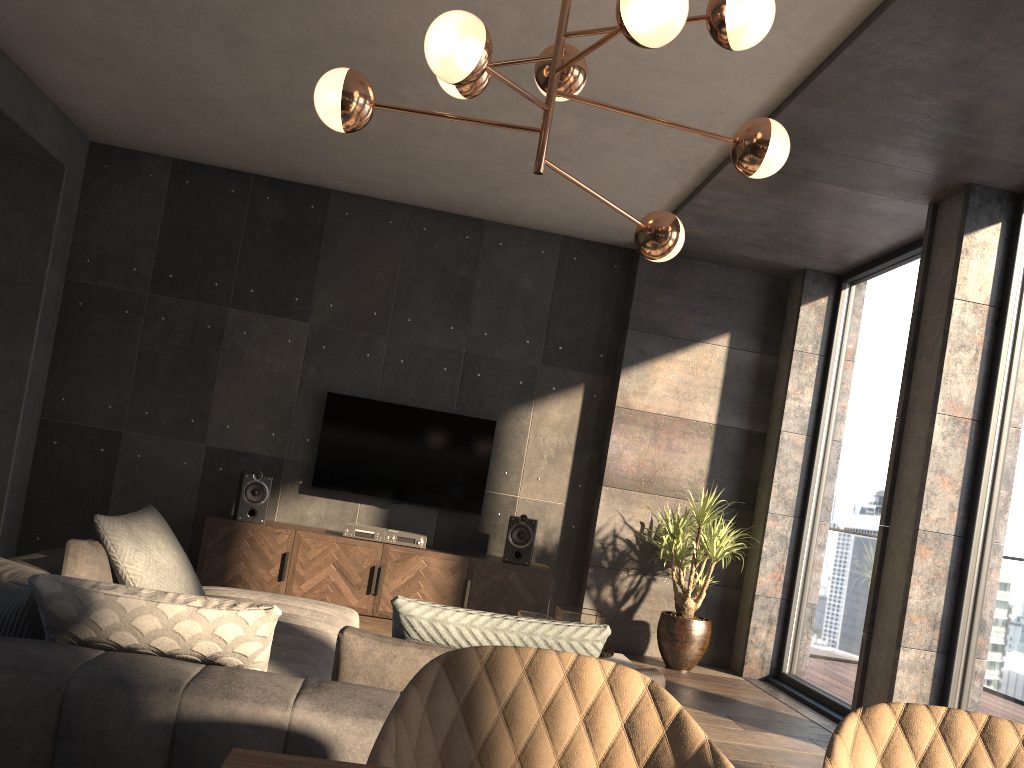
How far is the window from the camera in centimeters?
420cm

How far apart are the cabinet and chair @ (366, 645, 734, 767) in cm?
481

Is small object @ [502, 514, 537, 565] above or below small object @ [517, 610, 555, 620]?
above

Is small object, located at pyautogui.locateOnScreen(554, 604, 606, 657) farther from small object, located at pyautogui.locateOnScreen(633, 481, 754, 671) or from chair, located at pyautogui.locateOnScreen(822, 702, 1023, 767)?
chair, located at pyautogui.locateOnScreen(822, 702, 1023, 767)

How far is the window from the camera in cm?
420

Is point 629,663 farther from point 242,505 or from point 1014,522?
point 242,505

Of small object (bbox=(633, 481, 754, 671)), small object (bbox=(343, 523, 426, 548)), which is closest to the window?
small object (bbox=(633, 481, 754, 671))

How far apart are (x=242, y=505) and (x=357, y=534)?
0.8 meters

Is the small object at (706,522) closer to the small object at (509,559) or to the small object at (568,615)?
Answer: the small object at (509,559)

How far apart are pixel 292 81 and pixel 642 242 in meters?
2.6 m
